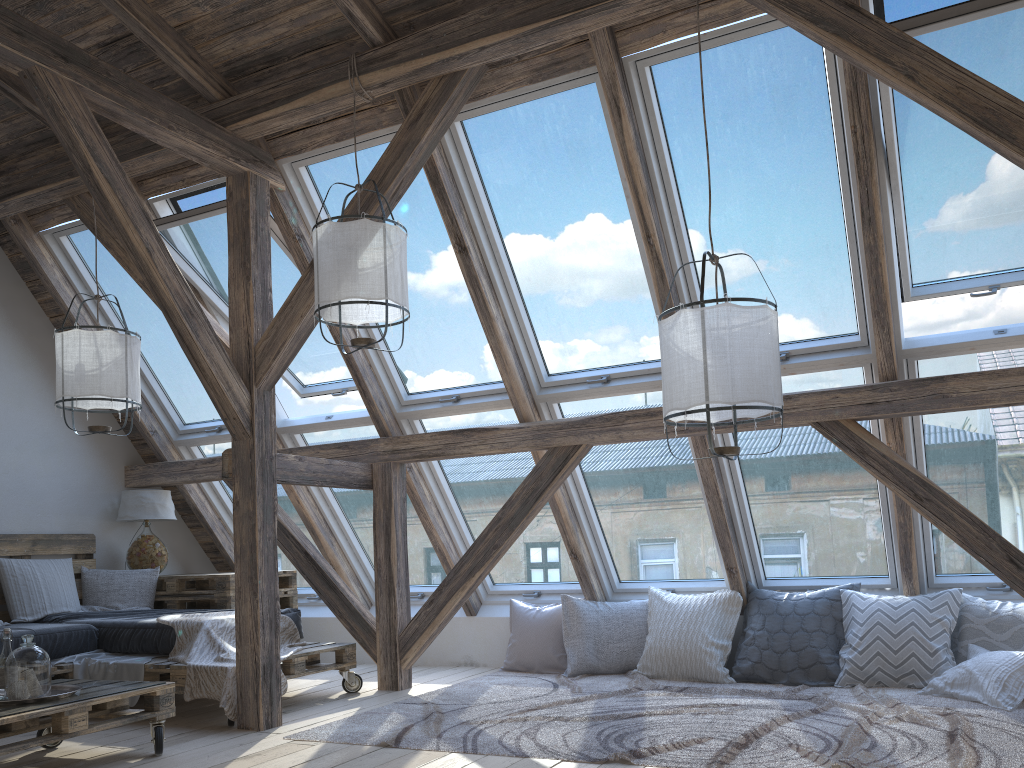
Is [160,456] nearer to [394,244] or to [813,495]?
[394,244]

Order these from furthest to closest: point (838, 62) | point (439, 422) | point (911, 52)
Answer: point (439, 422) → point (838, 62) → point (911, 52)

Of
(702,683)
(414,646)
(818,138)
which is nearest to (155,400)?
(414,646)

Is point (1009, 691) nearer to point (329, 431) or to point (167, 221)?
point (329, 431)

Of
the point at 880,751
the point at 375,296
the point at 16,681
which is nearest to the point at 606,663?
the point at 880,751

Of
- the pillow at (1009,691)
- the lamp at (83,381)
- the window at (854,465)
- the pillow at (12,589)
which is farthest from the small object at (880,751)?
the pillow at (12,589)

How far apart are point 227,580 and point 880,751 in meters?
3.9

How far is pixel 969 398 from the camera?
3.8 meters

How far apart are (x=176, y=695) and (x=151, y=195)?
2.8m

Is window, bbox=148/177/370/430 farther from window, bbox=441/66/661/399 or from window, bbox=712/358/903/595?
window, bbox=712/358/903/595
